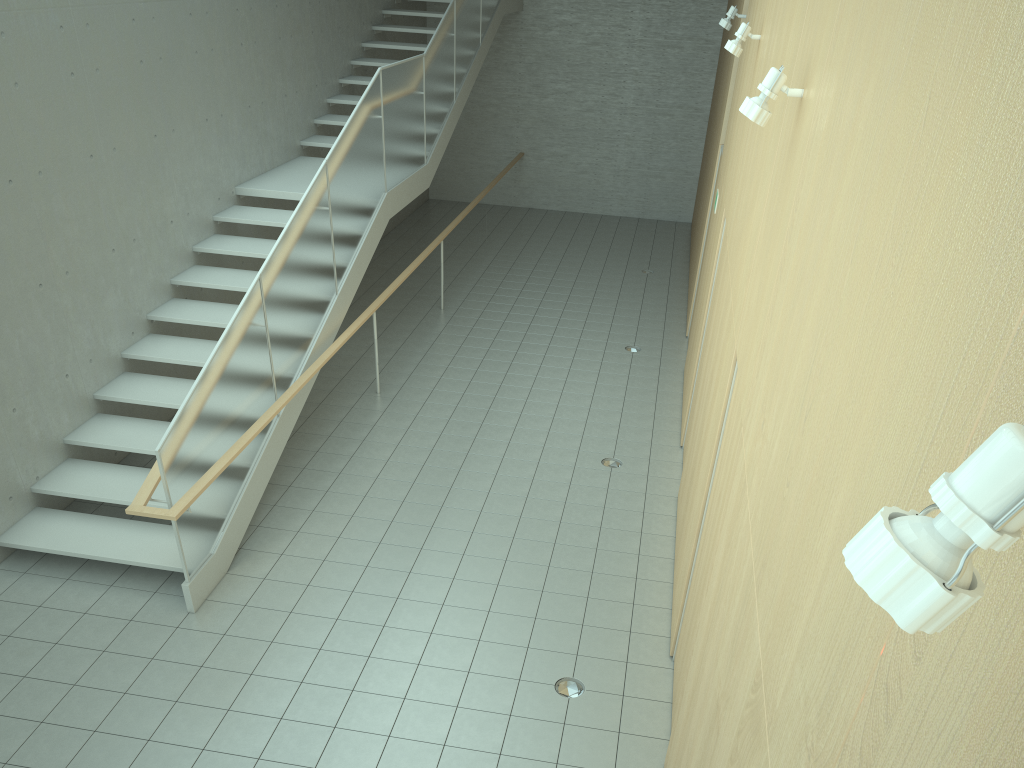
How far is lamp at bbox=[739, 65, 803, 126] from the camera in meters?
3.5 m

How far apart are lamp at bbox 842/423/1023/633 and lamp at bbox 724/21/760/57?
6.2m

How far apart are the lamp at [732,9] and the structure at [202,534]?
3.4m

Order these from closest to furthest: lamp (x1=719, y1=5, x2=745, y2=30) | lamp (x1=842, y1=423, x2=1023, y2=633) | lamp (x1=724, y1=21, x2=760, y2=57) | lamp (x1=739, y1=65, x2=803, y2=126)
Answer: lamp (x1=842, y1=423, x2=1023, y2=633)
lamp (x1=739, y1=65, x2=803, y2=126)
lamp (x1=724, y1=21, x2=760, y2=57)
lamp (x1=719, y1=5, x2=745, y2=30)

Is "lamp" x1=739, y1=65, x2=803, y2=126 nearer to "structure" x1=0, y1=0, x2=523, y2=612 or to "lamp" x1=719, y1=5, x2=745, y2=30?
"structure" x1=0, y1=0, x2=523, y2=612

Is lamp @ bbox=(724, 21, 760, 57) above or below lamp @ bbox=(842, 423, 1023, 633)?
above

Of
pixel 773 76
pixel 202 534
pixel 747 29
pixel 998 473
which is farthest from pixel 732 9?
pixel 998 473

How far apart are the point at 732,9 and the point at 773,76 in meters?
6.1

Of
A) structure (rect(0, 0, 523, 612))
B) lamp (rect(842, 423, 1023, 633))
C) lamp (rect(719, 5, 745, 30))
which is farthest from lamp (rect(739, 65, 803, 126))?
lamp (rect(719, 5, 745, 30))

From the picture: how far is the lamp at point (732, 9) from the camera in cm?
885
